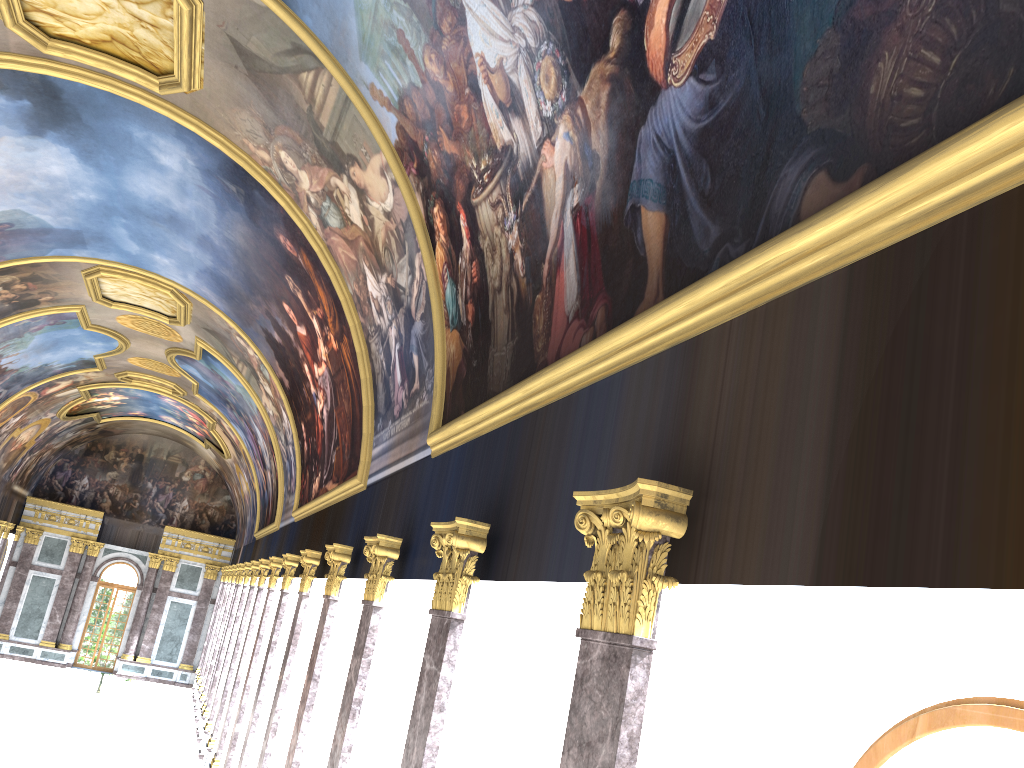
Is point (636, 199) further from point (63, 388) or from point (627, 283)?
point (63, 388)
